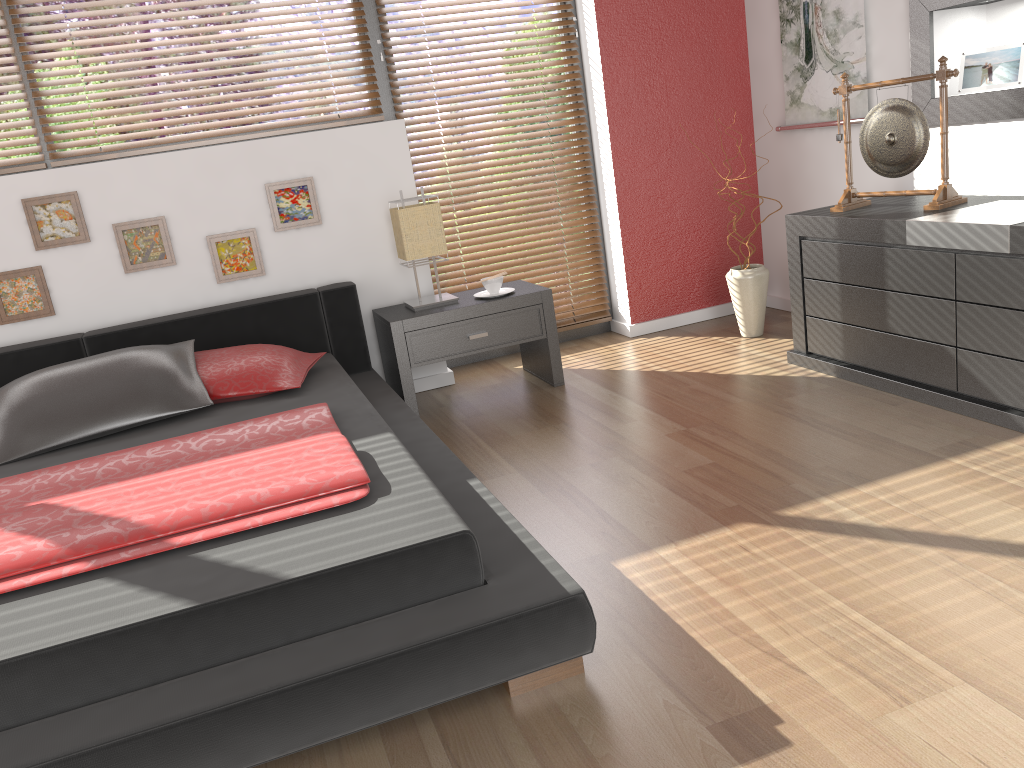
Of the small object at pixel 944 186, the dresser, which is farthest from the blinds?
the small object at pixel 944 186

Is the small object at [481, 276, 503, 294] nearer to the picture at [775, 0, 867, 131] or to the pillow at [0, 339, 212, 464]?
the pillow at [0, 339, 212, 464]

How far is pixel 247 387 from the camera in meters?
3.1

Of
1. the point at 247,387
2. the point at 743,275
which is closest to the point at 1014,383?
the point at 743,275

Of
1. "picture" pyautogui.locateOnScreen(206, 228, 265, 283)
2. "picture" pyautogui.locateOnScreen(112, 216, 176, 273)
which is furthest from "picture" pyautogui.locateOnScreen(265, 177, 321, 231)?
"picture" pyautogui.locateOnScreen(112, 216, 176, 273)

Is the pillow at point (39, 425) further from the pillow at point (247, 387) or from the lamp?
the lamp

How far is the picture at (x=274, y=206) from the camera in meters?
3.7 m

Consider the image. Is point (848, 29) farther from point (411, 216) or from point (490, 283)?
point (411, 216)

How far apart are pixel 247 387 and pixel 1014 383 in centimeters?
245cm

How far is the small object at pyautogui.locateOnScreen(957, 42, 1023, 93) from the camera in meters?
3.2 m
